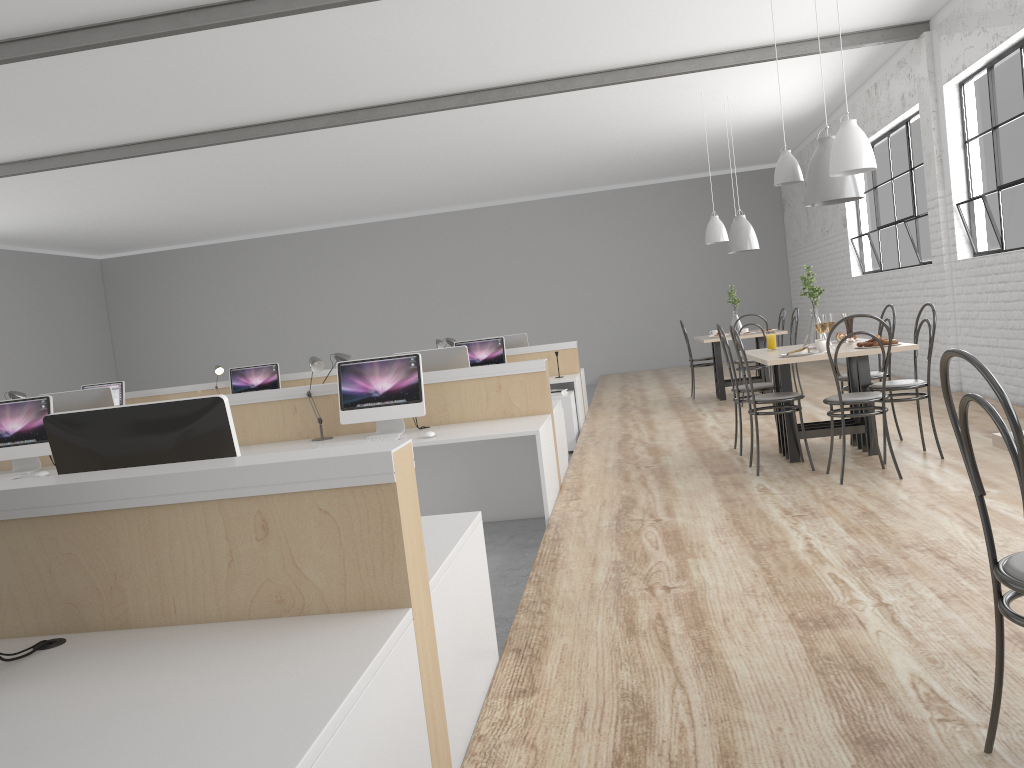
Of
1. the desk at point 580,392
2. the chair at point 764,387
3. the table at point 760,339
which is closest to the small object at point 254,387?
the desk at point 580,392

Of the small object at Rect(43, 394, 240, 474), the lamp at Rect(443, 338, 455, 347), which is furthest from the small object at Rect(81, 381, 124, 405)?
the small object at Rect(43, 394, 240, 474)

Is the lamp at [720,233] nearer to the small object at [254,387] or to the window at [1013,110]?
the window at [1013,110]

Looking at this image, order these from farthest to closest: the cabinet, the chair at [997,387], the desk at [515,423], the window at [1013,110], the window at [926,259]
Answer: the window at [926,259]
the cabinet
the window at [1013,110]
the desk at [515,423]
the chair at [997,387]

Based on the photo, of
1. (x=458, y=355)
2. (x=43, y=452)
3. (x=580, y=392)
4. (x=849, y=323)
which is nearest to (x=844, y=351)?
(x=849, y=323)

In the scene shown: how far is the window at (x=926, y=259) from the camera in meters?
6.8 m

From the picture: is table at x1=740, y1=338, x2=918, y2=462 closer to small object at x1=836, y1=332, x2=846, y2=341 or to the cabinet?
small object at x1=836, y1=332, x2=846, y2=341

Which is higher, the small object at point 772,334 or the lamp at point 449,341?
the lamp at point 449,341

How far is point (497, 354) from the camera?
7.0 meters

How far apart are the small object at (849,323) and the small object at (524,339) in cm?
344
